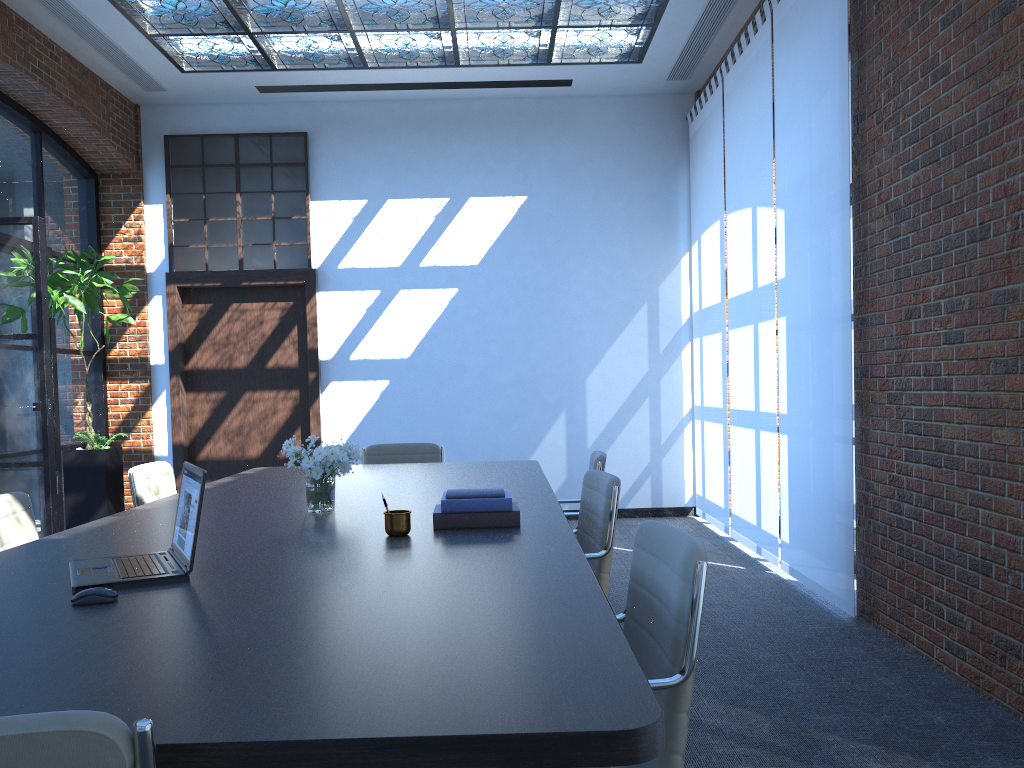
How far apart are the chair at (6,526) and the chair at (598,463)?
2.52m

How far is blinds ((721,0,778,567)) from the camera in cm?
600

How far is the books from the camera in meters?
3.0

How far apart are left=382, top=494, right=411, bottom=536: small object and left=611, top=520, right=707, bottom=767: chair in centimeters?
79cm

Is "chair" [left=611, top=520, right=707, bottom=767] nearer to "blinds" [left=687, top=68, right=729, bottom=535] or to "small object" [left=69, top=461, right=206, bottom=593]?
"small object" [left=69, top=461, right=206, bottom=593]

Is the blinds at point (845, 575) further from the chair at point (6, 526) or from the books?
the chair at point (6, 526)

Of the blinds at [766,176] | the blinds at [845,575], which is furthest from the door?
the blinds at [845,575]

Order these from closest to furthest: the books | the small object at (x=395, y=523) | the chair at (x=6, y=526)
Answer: the small object at (x=395, y=523), the books, the chair at (x=6, y=526)

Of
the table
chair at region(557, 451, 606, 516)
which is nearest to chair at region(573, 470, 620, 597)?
the table

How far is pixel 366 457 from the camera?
5.9 meters
